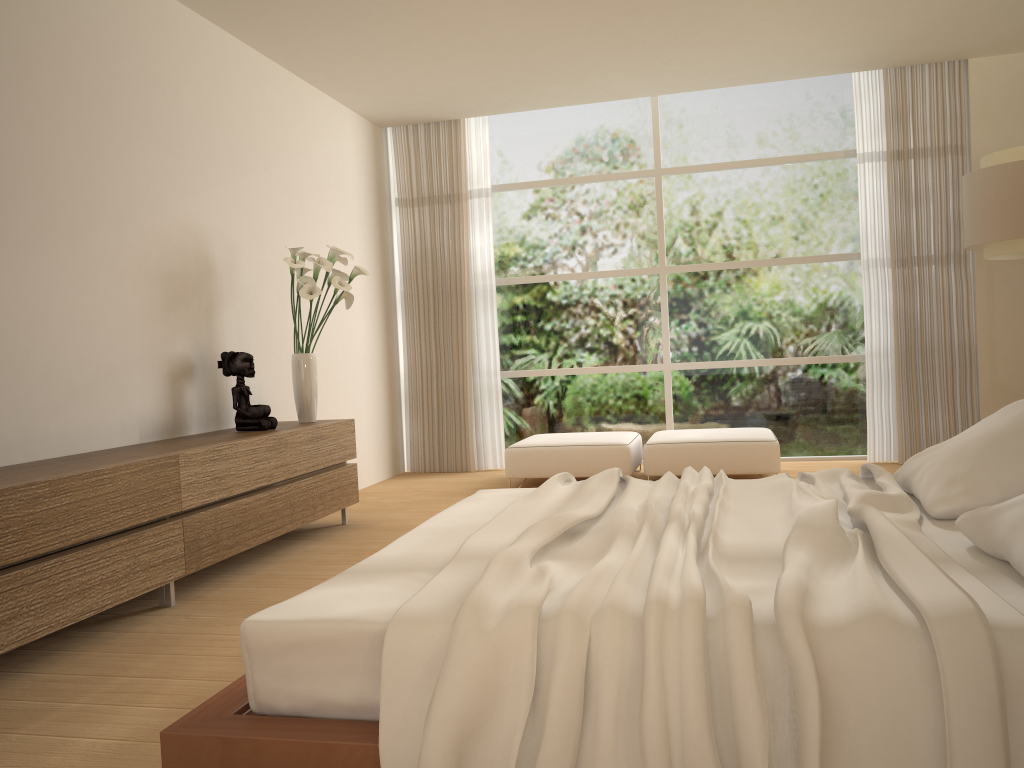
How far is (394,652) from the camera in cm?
181

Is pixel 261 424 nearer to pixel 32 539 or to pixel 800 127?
pixel 32 539

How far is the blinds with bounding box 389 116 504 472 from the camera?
7.8m

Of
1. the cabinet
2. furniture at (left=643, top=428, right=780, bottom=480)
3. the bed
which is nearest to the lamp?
furniture at (left=643, top=428, right=780, bottom=480)

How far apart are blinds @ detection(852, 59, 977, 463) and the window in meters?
0.2 m

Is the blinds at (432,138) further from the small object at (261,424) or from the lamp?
the lamp

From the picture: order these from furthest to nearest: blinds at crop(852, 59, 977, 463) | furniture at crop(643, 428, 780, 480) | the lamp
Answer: blinds at crop(852, 59, 977, 463) < furniture at crop(643, 428, 780, 480) < the lamp

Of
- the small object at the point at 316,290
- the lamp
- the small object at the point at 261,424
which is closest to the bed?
the small object at the point at 261,424

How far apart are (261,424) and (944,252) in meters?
5.3

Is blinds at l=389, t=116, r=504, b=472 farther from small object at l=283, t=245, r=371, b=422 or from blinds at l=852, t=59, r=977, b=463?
blinds at l=852, t=59, r=977, b=463
